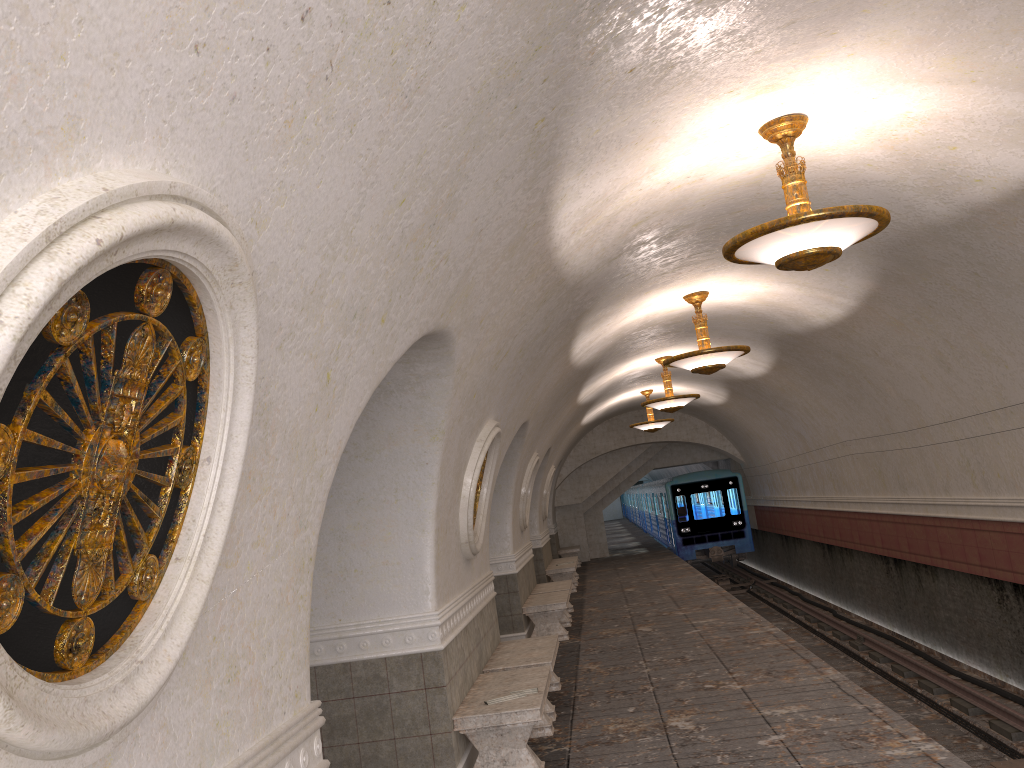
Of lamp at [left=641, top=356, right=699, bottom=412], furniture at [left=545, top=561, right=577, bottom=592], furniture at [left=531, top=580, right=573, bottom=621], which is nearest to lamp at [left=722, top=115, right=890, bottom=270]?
lamp at [left=641, top=356, right=699, bottom=412]

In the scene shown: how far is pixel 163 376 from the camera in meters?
2.1

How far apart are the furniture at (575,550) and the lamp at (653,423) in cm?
576

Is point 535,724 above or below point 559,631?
above

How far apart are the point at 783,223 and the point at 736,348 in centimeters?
489cm

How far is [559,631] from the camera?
11.97m

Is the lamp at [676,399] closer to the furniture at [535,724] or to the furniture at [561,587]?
the furniture at [561,587]

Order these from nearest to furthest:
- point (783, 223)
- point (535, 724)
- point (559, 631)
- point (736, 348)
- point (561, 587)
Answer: point (783, 223)
point (535, 724)
point (736, 348)
point (559, 631)
point (561, 587)

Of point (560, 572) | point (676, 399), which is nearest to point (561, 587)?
point (676, 399)

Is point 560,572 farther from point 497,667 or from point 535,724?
point 535,724
